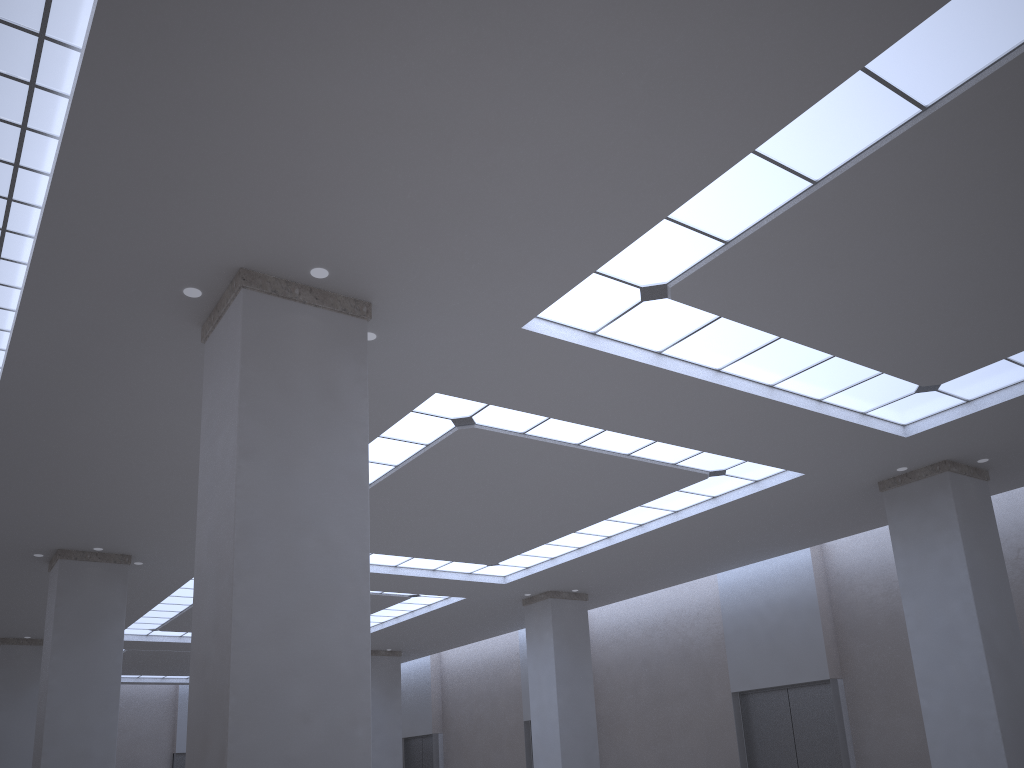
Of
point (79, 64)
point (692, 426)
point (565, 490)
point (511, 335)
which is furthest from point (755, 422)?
point (79, 64)

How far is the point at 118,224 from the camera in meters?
20.6
